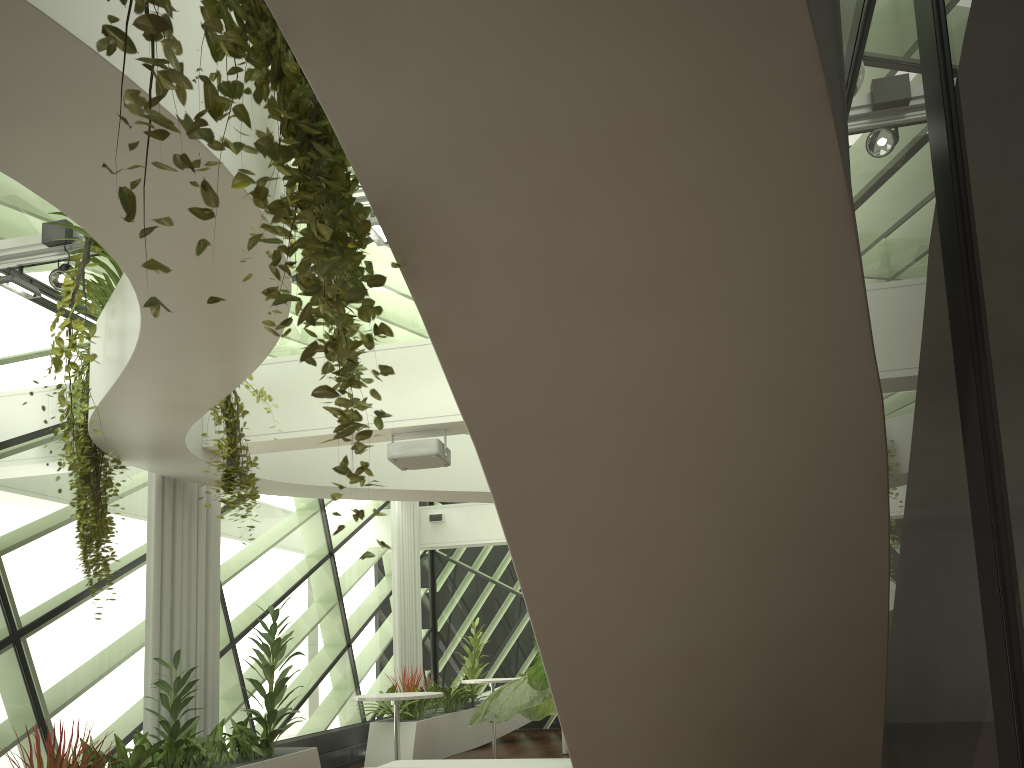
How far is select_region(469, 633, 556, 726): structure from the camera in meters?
3.4

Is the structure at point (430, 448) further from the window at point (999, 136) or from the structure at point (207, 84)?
the structure at point (207, 84)

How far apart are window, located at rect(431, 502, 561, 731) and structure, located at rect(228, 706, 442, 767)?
4.0m

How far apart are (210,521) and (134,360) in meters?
4.2

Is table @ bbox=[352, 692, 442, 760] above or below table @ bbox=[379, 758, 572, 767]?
above

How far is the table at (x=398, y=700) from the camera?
7.6 meters

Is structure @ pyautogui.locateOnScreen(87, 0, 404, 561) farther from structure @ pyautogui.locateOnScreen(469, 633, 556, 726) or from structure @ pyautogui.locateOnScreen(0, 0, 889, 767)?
structure @ pyautogui.locateOnScreen(469, 633, 556, 726)

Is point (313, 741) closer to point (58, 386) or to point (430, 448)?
point (430, 448)

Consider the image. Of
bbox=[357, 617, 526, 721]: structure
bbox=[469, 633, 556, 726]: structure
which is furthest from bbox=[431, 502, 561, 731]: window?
bbox=[469, 633, 556, 726]: structure

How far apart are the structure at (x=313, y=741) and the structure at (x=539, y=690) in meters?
4.6
